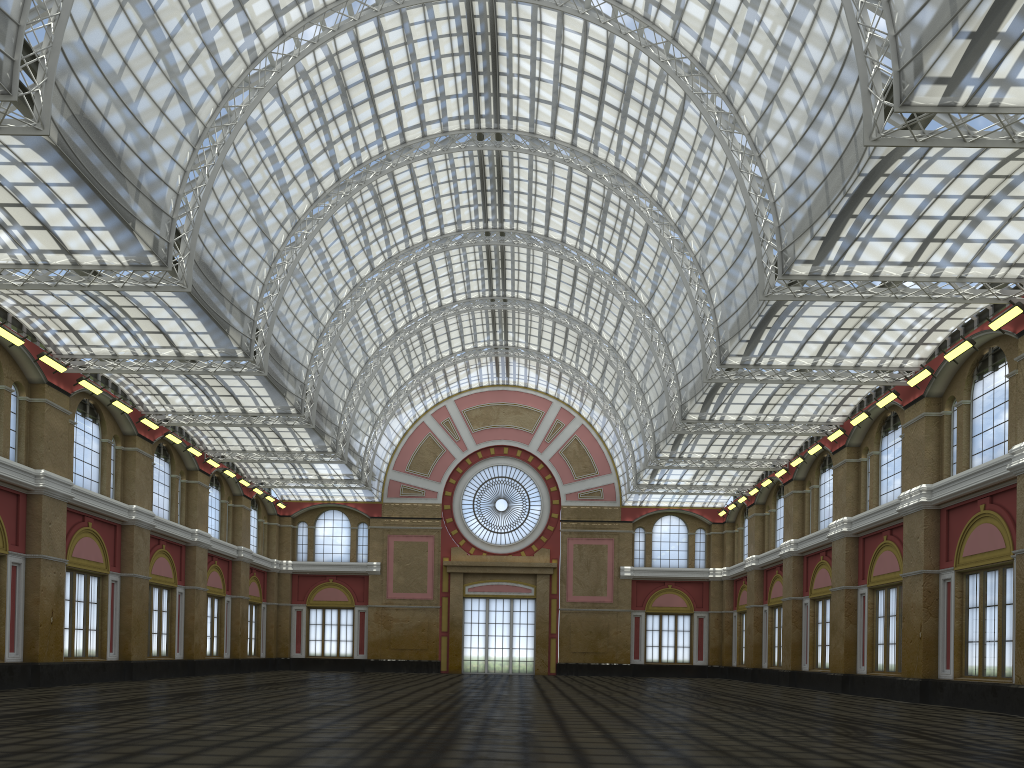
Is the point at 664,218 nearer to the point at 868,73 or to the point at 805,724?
the point at 868,73
